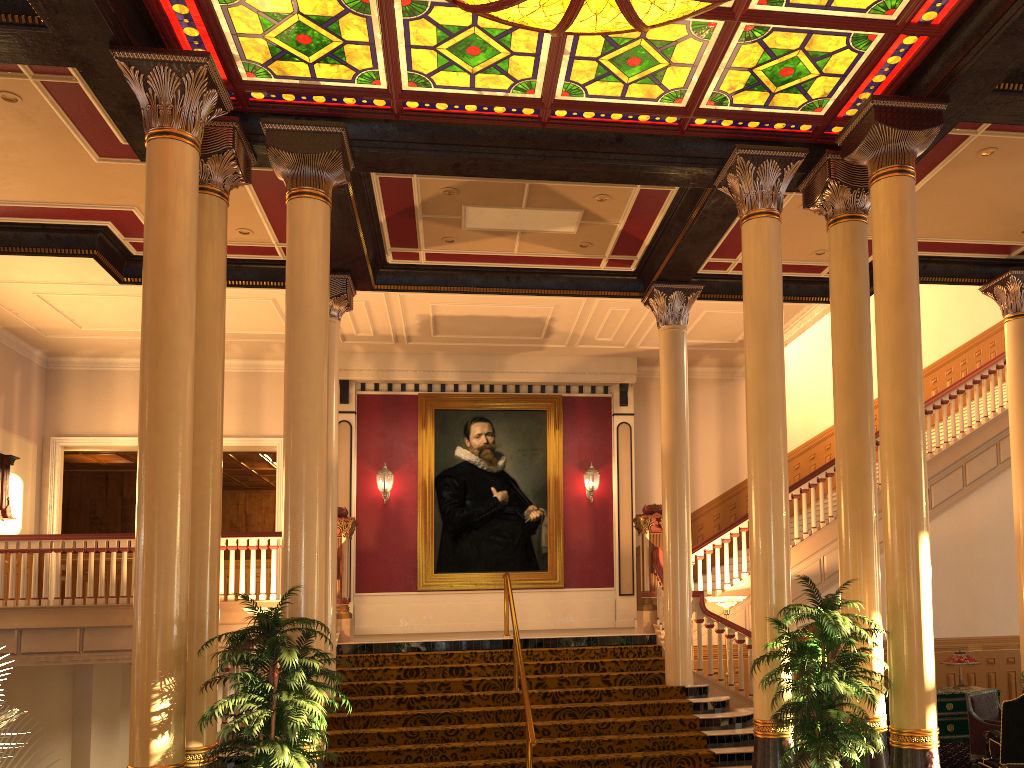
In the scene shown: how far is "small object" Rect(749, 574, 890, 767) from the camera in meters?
6.0 m

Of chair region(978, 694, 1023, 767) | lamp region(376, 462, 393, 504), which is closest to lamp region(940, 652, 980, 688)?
chair region(978, 694, 1023, 767)

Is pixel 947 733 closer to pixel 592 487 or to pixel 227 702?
pixel 592 487

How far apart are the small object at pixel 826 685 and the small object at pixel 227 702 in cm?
313

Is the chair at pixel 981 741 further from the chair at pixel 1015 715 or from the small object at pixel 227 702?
the small object at pixel 227 702

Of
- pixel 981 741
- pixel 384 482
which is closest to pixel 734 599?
pixel 981 741

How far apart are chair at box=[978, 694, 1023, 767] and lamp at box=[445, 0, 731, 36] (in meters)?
6.01

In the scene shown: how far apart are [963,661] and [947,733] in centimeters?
79cm

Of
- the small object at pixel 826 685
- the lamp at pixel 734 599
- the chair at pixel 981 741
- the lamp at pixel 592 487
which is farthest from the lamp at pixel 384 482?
the chair at pixel 981 741

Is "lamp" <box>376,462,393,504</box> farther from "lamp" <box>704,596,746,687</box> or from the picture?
"lamp" <box>704,596,746,687</box>
